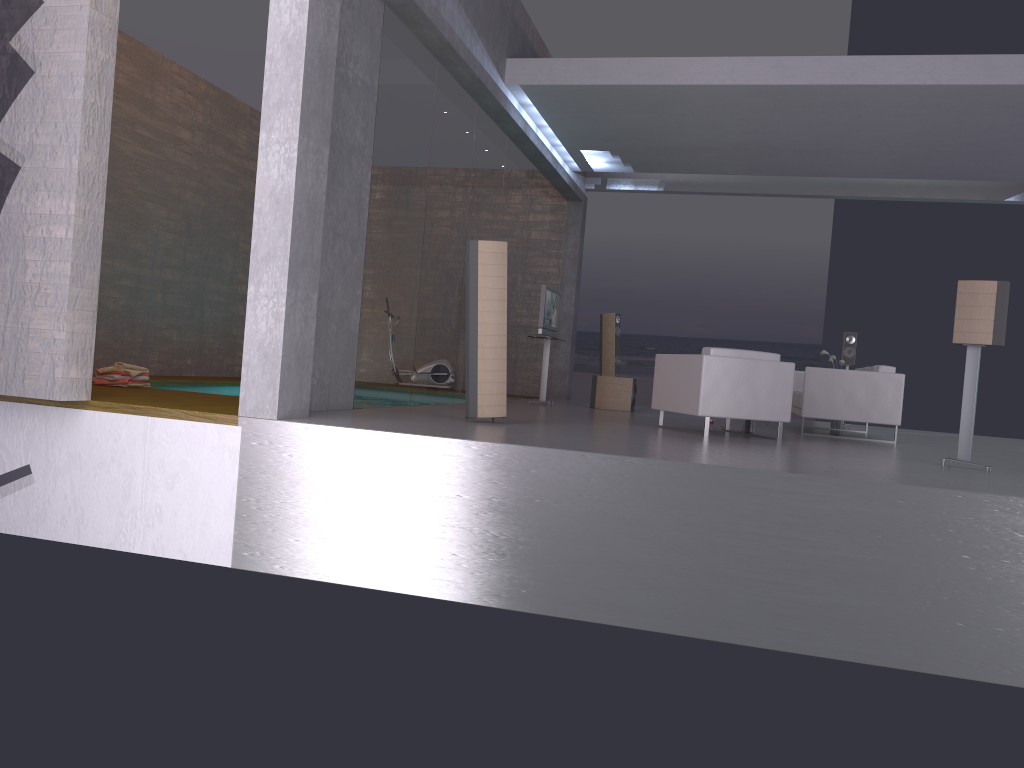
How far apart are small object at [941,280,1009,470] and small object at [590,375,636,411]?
5.9m

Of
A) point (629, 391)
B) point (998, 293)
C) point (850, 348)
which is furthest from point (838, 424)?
point (998, 293)

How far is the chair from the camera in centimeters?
786cm

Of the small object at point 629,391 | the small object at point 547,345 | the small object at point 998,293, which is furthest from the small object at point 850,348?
the small object at point 998,293

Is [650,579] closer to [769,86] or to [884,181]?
[769,86]

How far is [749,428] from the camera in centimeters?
899cm

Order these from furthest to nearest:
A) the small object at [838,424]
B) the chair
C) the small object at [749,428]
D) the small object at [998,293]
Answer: the small object at [838,424], the small object at [749,428], the chair, the small object at [998,293]

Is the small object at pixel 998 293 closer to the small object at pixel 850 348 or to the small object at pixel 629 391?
the small object at pixel 629 391

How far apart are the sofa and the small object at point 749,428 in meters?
0.9 m

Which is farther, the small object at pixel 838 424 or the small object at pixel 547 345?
the small object at pixel 547 345
